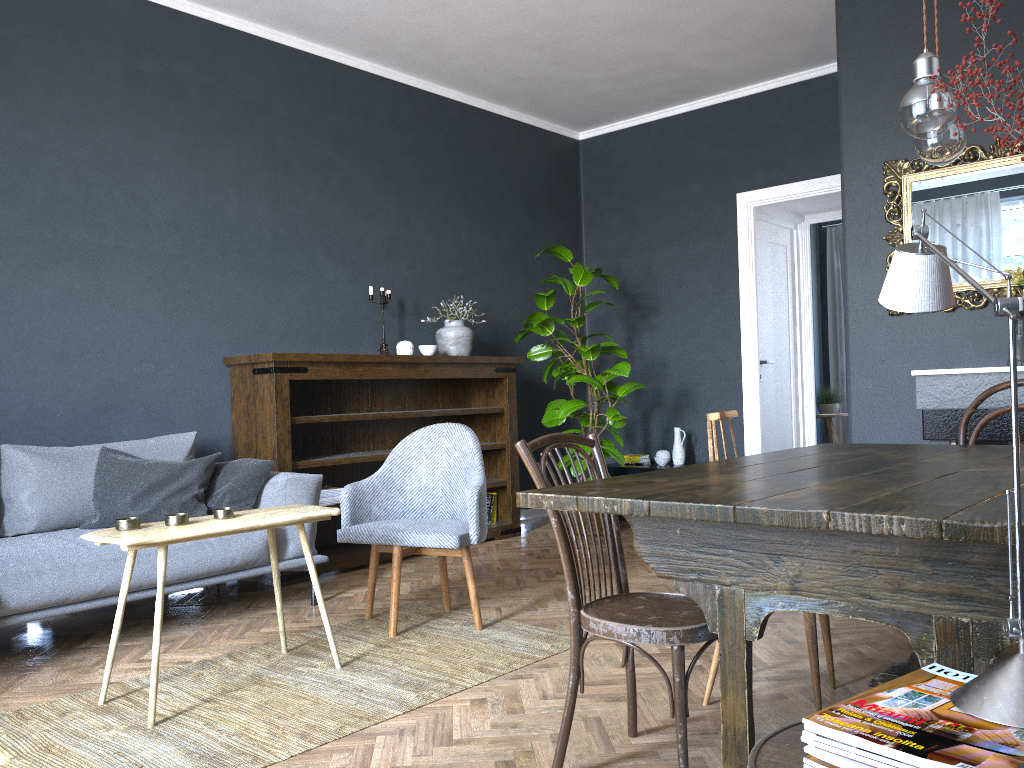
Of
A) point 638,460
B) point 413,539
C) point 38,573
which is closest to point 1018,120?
point 413,539

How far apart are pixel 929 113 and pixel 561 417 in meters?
3.9 m

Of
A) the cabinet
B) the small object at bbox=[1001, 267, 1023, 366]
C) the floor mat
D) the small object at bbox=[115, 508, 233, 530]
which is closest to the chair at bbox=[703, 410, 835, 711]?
the floor mat

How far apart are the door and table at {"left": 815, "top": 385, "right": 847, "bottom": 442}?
2.8m

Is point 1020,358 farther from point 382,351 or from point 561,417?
point 382,351

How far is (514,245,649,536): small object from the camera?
5.62m

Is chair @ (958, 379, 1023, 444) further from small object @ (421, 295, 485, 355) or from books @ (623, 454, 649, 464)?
books @ (623, 454, 649, 464)

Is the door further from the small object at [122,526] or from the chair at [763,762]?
the chair at [763,762]

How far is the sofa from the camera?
3.1m

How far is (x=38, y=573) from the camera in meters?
3.1 m
